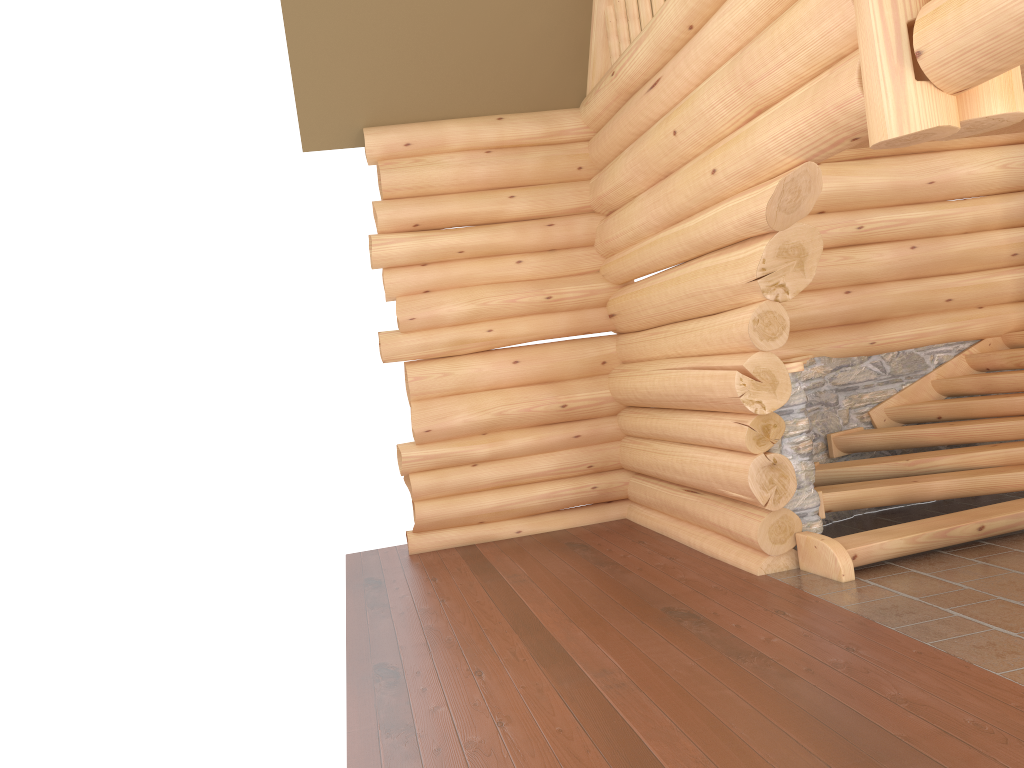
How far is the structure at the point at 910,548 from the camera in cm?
629

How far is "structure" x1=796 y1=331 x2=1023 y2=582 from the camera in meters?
6.3 m

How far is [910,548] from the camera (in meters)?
6.29
